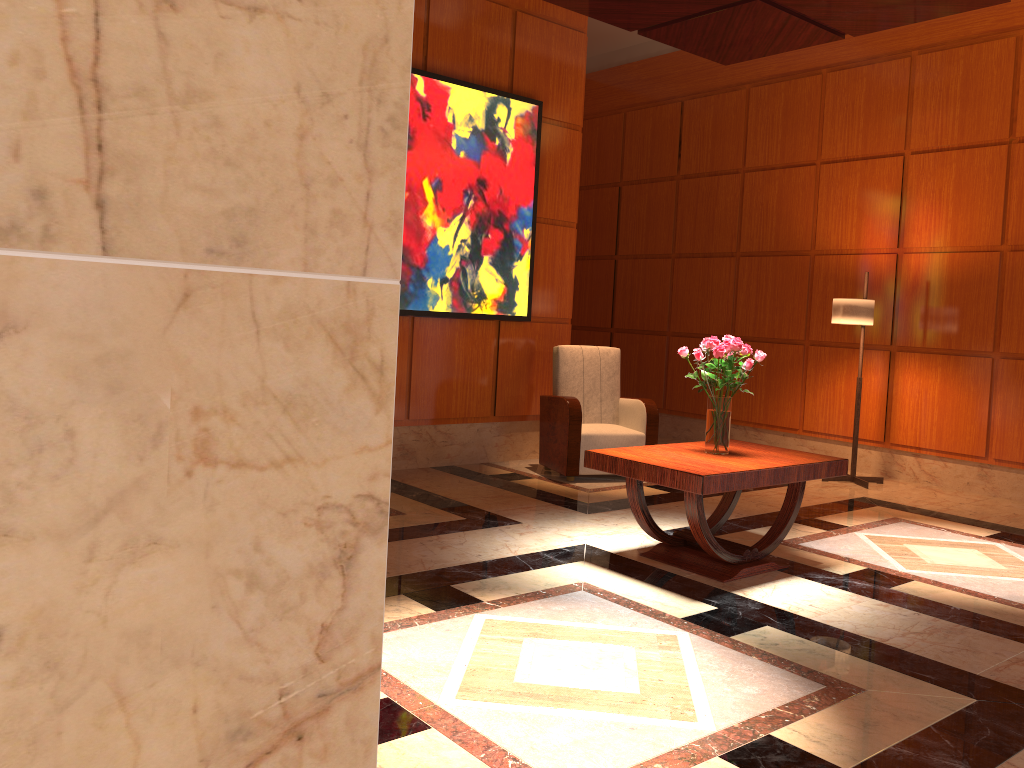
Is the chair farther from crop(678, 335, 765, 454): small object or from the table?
crop(678, 335, 765, 454): small object

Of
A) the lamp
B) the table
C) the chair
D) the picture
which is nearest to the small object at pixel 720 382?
the table

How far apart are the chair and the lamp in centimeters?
155cm

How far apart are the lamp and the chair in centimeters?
155cm

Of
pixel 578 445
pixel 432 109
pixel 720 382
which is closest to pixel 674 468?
pixel 720 382

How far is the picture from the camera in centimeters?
628cm

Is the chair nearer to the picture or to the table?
the picture

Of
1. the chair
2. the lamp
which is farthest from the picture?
the lamp

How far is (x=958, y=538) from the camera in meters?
5.3 m

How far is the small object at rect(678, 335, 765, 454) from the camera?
4.3m
